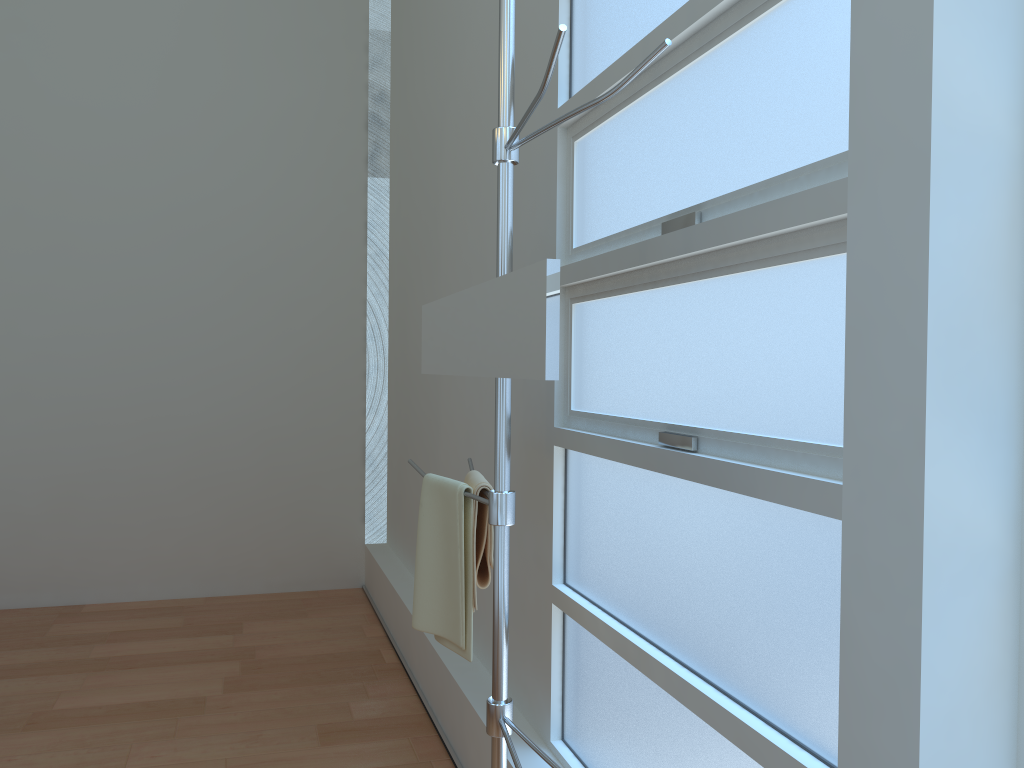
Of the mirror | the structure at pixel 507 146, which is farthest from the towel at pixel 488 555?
the mirror

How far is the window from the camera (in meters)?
1.26

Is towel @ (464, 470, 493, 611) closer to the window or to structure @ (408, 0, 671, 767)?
structure @ (408, 0, 671, 767)

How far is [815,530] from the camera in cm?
126

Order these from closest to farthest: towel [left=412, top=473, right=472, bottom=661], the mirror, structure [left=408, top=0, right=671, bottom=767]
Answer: the mirror → structure [left=408, top=0, right=671, bottom=767] → towel [left=412, top=473, right=472, bottom=661]

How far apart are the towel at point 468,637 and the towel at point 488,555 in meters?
0.0 m

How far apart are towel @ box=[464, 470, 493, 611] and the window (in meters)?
0.27

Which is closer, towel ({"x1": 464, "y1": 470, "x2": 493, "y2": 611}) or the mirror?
the mirror

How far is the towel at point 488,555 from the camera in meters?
1.8

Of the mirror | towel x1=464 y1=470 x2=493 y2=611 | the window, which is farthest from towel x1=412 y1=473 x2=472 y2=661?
the window
